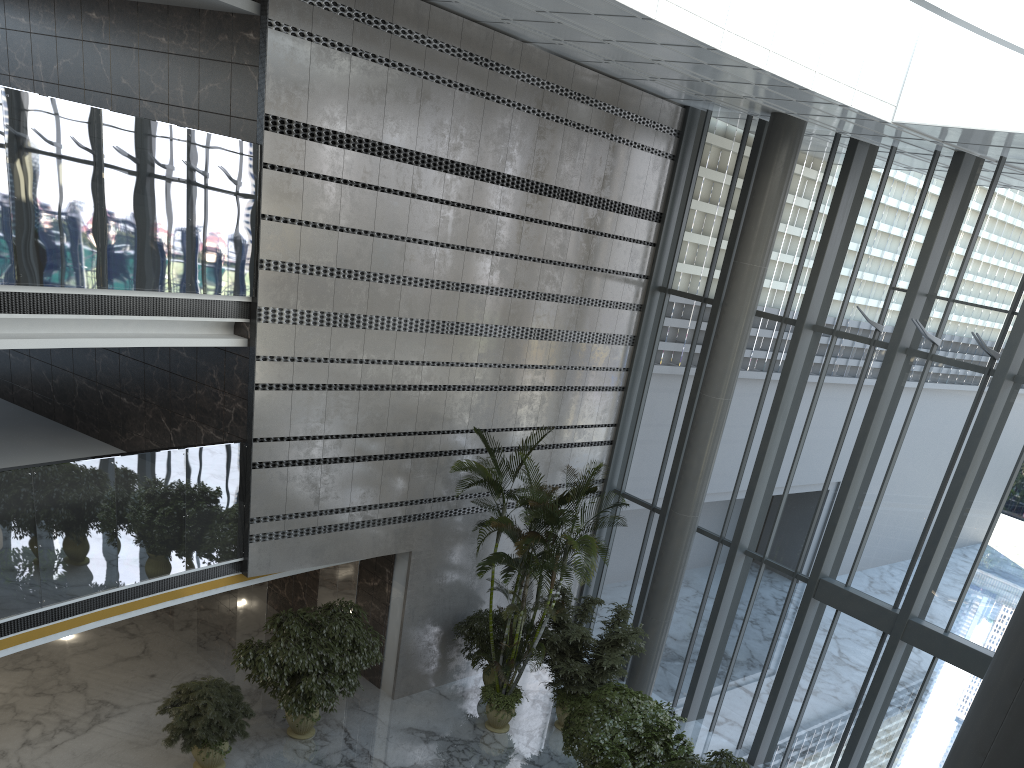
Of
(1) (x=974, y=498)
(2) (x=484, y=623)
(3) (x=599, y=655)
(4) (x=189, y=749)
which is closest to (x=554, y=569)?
(3) (x=599, y=655)

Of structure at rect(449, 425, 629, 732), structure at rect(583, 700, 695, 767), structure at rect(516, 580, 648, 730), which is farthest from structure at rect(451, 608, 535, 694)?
structure at rect(583, 700, 695, 767)

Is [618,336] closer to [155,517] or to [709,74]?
[709,74]

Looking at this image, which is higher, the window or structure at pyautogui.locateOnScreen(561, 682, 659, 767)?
the window

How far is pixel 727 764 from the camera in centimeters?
896cm

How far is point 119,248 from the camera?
8.3 meters

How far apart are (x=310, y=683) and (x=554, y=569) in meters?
3.2 m

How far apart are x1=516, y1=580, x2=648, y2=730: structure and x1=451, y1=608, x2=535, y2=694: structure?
0.8m

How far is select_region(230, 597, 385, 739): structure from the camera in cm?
1007

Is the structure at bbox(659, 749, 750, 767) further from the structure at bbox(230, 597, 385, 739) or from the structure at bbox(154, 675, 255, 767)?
the structure at bbox(154, 675, 255, 767)
